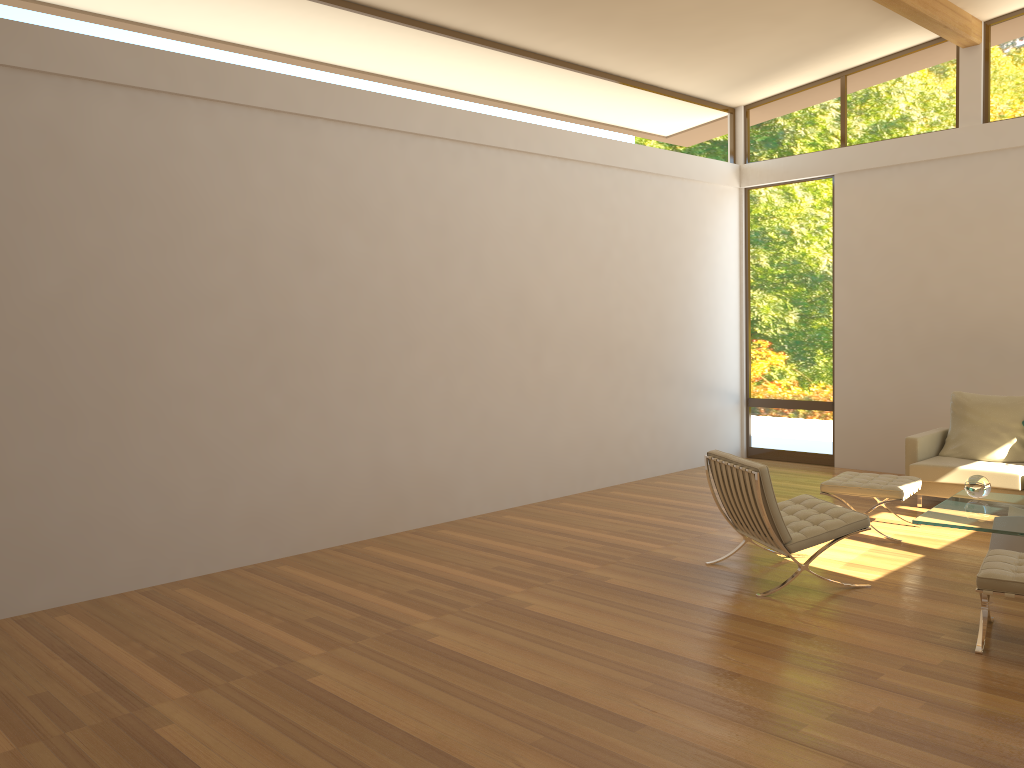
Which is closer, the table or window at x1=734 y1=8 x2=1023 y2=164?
the table

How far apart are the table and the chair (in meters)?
0.29

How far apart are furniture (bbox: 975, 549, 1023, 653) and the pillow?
3.2m

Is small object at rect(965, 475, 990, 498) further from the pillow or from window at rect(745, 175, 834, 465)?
window at rect(745, 175, 834, 465)

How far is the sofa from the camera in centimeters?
690cm

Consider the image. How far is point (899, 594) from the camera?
5.1m

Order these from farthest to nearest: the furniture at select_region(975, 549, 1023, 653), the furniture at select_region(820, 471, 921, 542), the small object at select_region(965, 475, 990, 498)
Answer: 1. the furniture at select_region(820, 471, 921, 542)
2. the small object at select_region(965, 475, 990, 498)
3. the furniture at select_region(975, 549, 1023, 653)

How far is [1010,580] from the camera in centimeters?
410cm

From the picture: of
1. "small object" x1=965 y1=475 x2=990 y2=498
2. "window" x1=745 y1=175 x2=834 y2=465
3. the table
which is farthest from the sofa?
"window" x1=745 y1=175 x2=834 y2=465

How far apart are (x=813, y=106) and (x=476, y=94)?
4.1 meters
